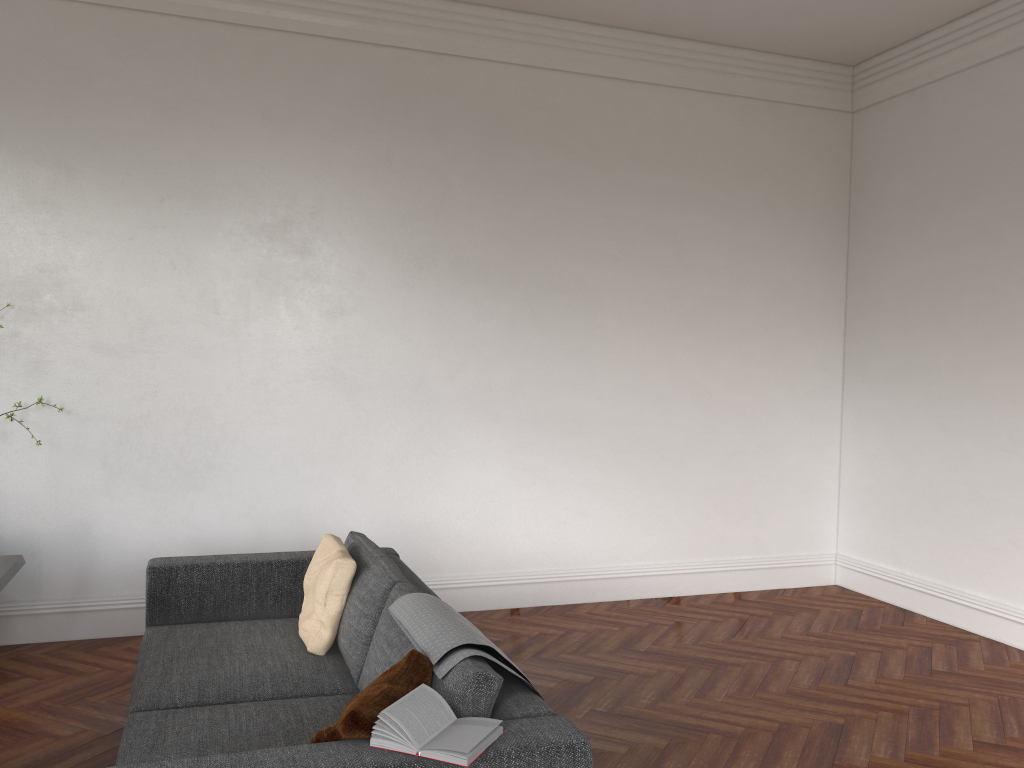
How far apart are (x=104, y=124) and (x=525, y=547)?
3.71m

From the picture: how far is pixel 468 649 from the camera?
2.6 meters

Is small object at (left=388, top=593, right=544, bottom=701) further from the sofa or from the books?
the books

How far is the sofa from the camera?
2.3m

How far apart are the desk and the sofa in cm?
56

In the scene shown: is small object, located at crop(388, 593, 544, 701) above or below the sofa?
above

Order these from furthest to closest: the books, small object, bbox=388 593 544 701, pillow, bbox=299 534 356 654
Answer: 1. pillow, bbox=299 534 356 654
2. small object, bbox=388 593 544 701
3. the books

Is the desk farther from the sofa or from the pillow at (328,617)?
the pillow at (328,617)

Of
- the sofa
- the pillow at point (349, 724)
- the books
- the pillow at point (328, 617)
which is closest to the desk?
the sofa

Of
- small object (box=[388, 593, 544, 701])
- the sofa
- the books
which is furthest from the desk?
the books
